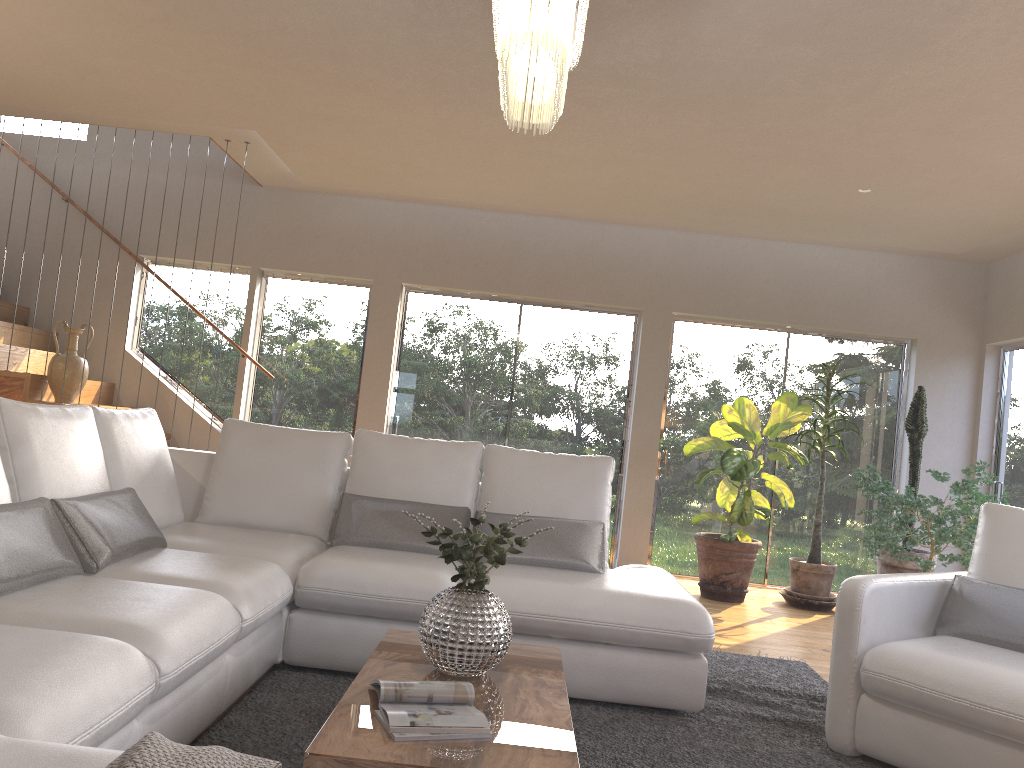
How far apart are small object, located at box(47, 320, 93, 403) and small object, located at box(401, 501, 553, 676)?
4.4 meters

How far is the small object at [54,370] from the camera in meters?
6.0

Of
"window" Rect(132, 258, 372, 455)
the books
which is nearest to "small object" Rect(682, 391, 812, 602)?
"window" Rect(132, 258, 372, 455)

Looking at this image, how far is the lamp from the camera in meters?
2.2

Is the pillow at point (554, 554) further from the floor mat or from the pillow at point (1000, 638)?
the pillow at point (1000, 638)

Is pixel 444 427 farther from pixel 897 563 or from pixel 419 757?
pixel 419 757

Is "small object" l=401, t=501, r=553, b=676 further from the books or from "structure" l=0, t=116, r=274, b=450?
"structure" l=0, t=116, r=274, b=450

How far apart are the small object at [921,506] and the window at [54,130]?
6.7m

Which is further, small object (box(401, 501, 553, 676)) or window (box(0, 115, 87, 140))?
window (box(0, 115, 87, 140))

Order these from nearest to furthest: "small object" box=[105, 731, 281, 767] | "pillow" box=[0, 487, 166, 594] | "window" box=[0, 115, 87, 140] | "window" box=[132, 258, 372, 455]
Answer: "small object" box=[105, 731, 281, 767], "pillow" box=[0, 487, 166, 594], "window" box=[132, 258, 372, 455], "window" box=[0, 115, 87, 140]
